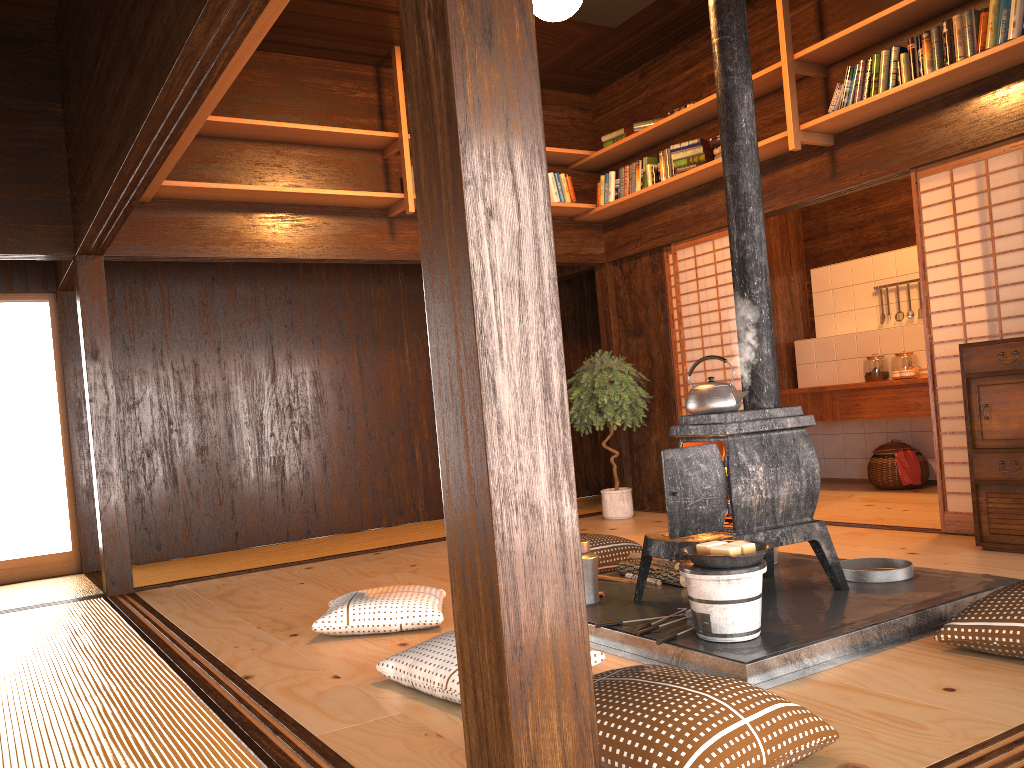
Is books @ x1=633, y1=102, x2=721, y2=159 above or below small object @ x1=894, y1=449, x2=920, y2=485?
above

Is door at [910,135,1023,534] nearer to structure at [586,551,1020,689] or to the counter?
the counter

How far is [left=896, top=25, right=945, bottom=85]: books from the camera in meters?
4.5

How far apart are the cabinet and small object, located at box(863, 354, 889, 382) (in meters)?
2.86

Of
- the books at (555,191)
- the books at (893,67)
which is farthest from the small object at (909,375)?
the books at (555,191)

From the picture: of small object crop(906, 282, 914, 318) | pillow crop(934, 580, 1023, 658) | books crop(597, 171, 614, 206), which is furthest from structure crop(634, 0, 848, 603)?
small object crop(906, 282, 914, 318)

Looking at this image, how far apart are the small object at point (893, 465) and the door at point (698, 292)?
1.74m

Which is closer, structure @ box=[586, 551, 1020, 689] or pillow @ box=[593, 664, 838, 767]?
pillow @ box=[593, 664, 838, 767]

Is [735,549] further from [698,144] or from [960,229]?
[698,144]

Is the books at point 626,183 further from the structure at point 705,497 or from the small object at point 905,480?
the small object at point 905,480
